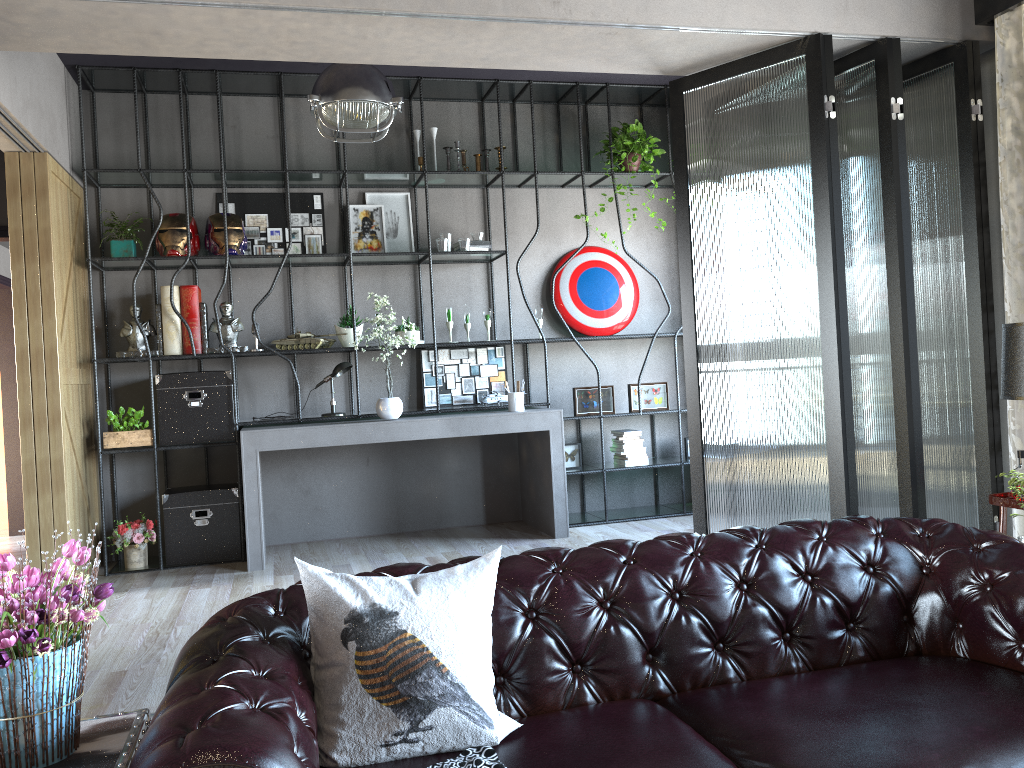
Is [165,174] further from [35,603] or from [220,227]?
[35,603]

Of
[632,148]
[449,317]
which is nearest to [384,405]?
[449,317]

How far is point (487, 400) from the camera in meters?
6.6 m

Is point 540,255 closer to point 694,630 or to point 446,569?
point 694,630

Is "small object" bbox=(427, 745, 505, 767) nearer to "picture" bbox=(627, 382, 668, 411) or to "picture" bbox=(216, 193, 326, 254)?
"picture" bbox=(627, 382, 668, 411)

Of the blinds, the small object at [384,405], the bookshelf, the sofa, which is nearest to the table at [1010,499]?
the blinds

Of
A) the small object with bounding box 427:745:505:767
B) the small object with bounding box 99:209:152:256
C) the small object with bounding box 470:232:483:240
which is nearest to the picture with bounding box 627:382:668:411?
the small object with bounding box 470:232:483:240

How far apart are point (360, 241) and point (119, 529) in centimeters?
256cm

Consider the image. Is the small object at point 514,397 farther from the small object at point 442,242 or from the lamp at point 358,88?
the lamp at point 358,88

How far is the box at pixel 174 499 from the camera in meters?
5.8
